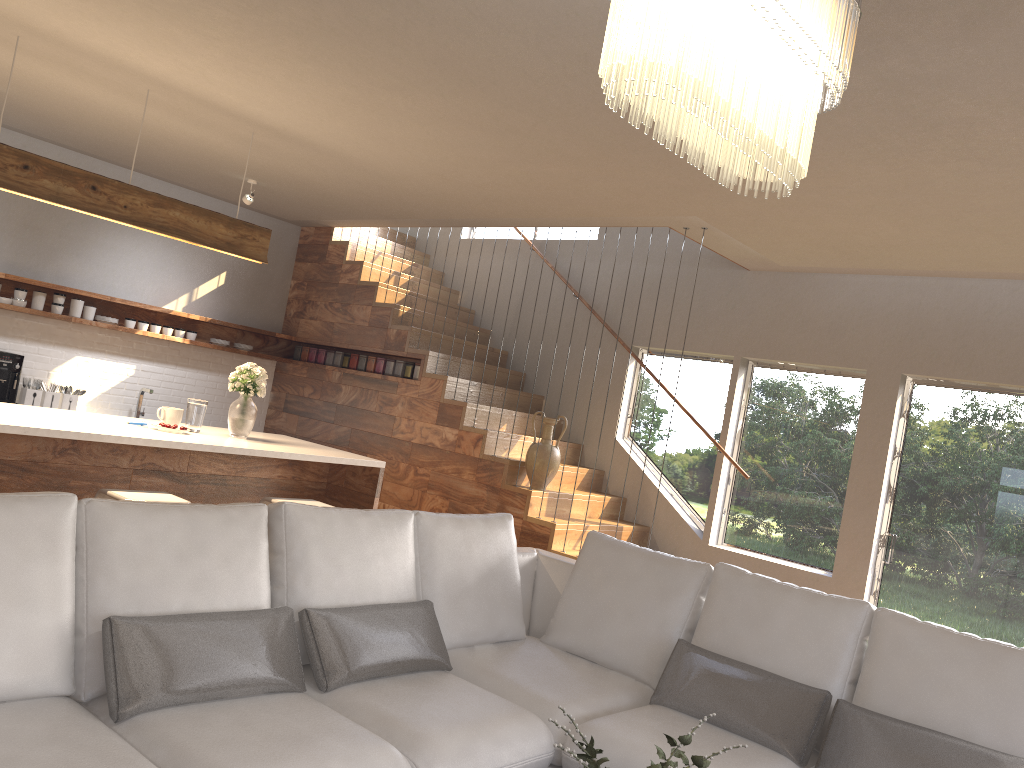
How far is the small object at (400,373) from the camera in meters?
7.4 m

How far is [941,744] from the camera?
2.7 meters

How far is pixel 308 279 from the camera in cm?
834

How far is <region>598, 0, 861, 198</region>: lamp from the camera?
1.5m

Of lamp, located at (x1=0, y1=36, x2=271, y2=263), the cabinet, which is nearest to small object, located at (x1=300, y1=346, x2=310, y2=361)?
the cabinet

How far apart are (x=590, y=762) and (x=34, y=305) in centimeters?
630cm

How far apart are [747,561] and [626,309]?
2.30m

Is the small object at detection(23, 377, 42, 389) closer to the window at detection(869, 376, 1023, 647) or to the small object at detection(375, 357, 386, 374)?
the small object at detection(375, 357, 386, 374)

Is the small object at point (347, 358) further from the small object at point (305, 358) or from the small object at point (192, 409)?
the small object at point (192, 409)

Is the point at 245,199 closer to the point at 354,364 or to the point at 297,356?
the point at 354,364
